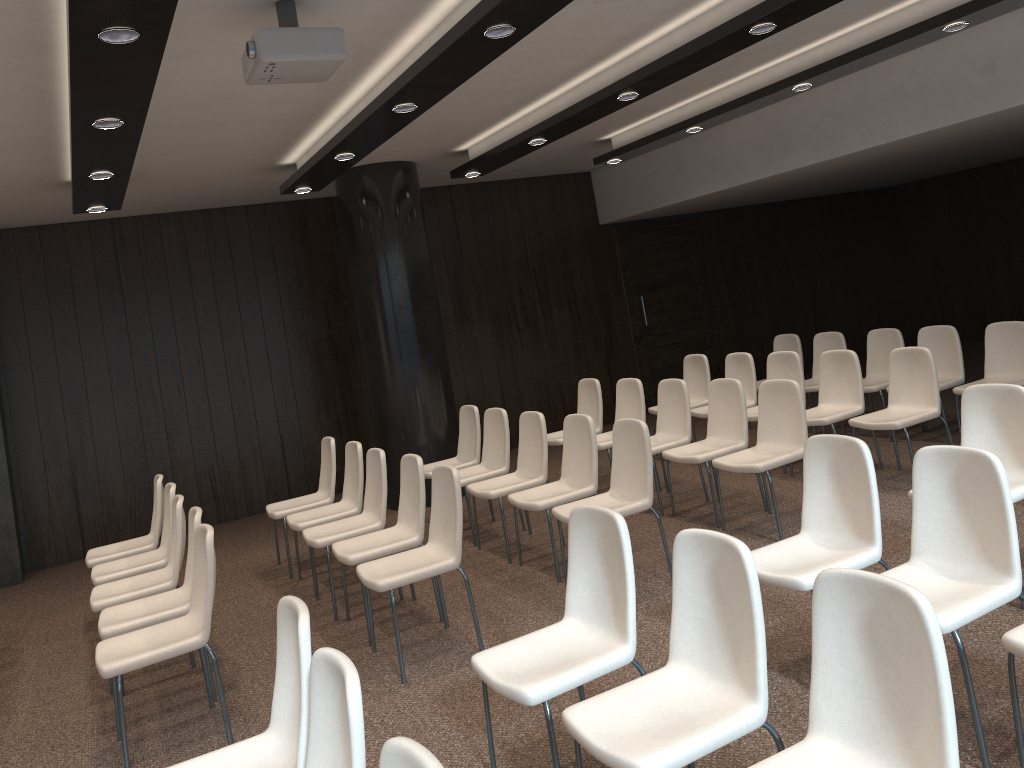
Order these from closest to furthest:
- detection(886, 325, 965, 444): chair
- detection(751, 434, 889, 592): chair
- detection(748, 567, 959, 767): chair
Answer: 1. detection(748, 567, 959, 767): chair
2. detection(751, 434, 889, 592): chair
3. detection(886, 325, 965, 444): chair

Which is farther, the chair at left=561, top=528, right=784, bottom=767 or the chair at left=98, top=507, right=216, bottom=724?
the chair at left=98, top=507, right=216, bottom=724

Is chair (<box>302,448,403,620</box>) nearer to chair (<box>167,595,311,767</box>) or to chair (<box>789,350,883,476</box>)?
chair (<box>167,595,311,767</box>)

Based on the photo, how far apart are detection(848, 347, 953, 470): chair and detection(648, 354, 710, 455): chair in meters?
2.1

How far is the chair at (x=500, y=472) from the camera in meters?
6.7 m

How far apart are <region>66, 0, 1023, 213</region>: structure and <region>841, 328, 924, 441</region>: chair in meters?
2.4

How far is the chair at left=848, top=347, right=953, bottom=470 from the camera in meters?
6.1 m

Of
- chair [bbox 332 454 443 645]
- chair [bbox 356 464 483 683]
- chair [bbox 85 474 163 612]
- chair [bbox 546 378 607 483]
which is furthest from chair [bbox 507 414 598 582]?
chair [bbox 85 474 163 612]

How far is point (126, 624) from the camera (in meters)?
4.42

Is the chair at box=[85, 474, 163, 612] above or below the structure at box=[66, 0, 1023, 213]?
below
